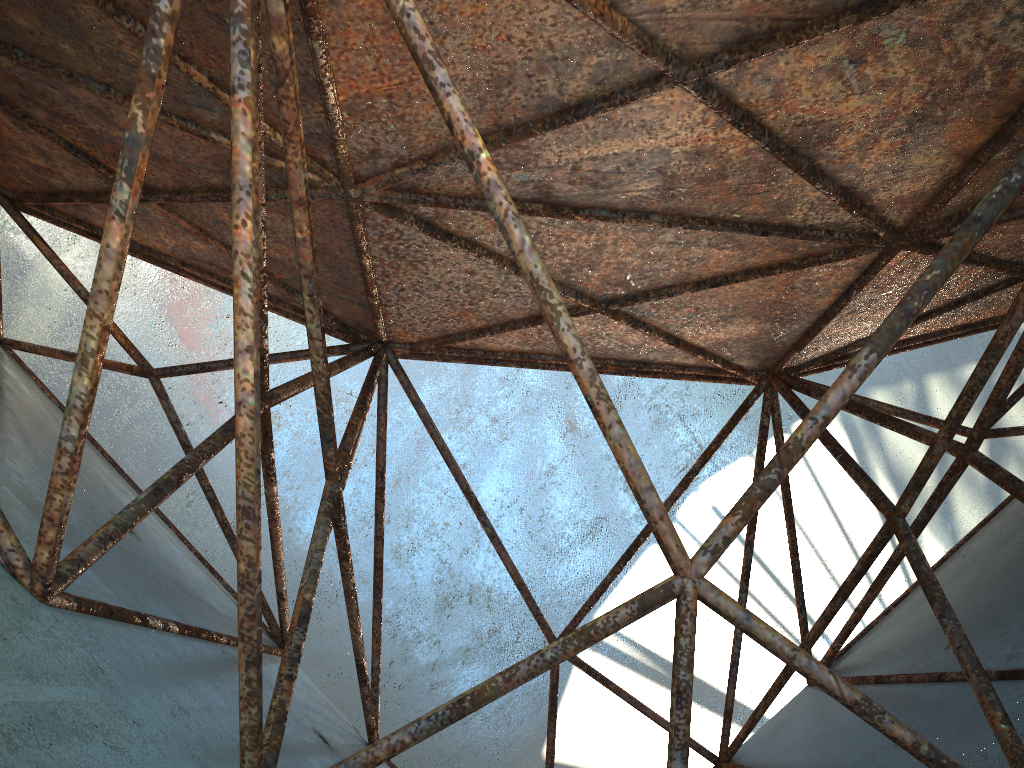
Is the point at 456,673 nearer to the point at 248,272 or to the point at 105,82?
the point at 105,82

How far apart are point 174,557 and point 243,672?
4.5m
